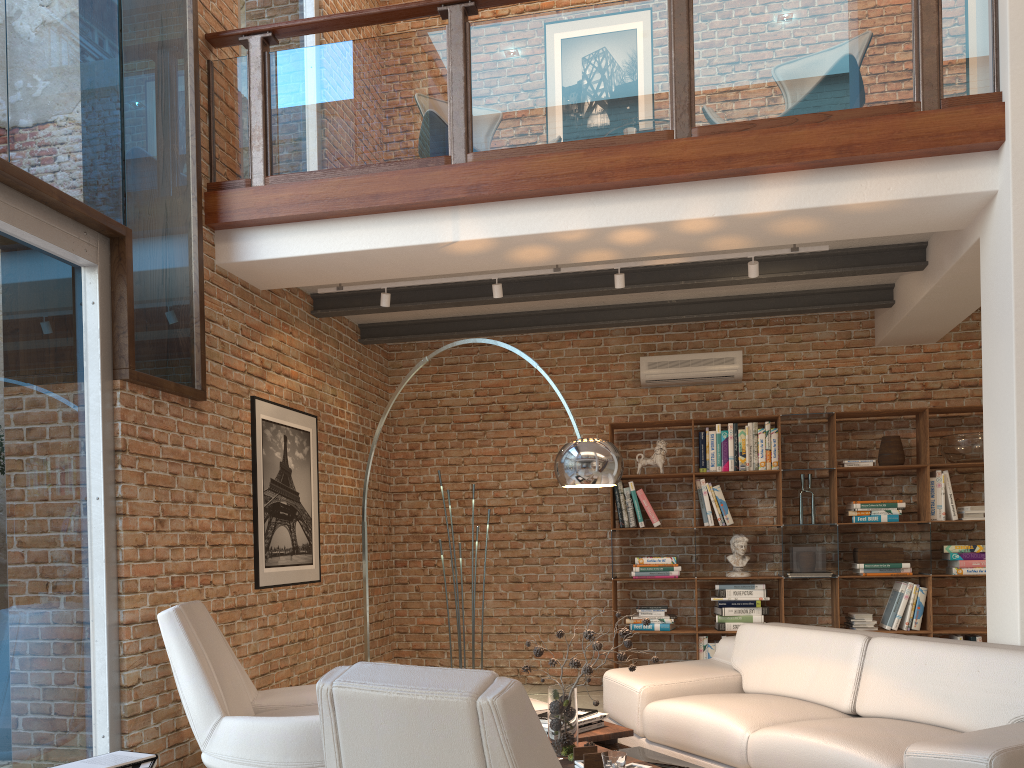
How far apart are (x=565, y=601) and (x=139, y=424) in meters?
4.1 m

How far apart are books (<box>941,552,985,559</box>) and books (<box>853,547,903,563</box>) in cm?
35

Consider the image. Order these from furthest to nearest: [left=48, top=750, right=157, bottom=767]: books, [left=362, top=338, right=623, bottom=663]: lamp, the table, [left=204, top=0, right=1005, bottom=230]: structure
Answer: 1. [left=204, top=0, right=1005, bottom=230]: structure
2. [left=362, top=338, right=623, bottom=663]: lamp
3. the table
4. [left=48, top=750, right=157, bottom=767]: books

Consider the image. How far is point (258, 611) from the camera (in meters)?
5.23

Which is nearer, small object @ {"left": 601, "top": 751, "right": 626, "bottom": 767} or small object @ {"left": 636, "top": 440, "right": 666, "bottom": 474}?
small object @ {"left": 601, "top": 751, "right": 626, "bottom": 767}

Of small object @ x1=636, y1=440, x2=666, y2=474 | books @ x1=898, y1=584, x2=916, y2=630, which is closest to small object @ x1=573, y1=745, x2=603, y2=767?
small object @ x1=636, y1=440, x2=666, y2=474

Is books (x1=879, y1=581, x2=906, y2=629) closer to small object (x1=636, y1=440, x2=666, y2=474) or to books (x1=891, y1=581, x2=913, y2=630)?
books (x1=891, y1=581, x2=913, y2=630)

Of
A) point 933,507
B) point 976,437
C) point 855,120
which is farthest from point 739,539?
point 855,120

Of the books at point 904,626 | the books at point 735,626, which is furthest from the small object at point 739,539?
the books at point 904,626

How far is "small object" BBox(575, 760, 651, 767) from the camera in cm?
303
